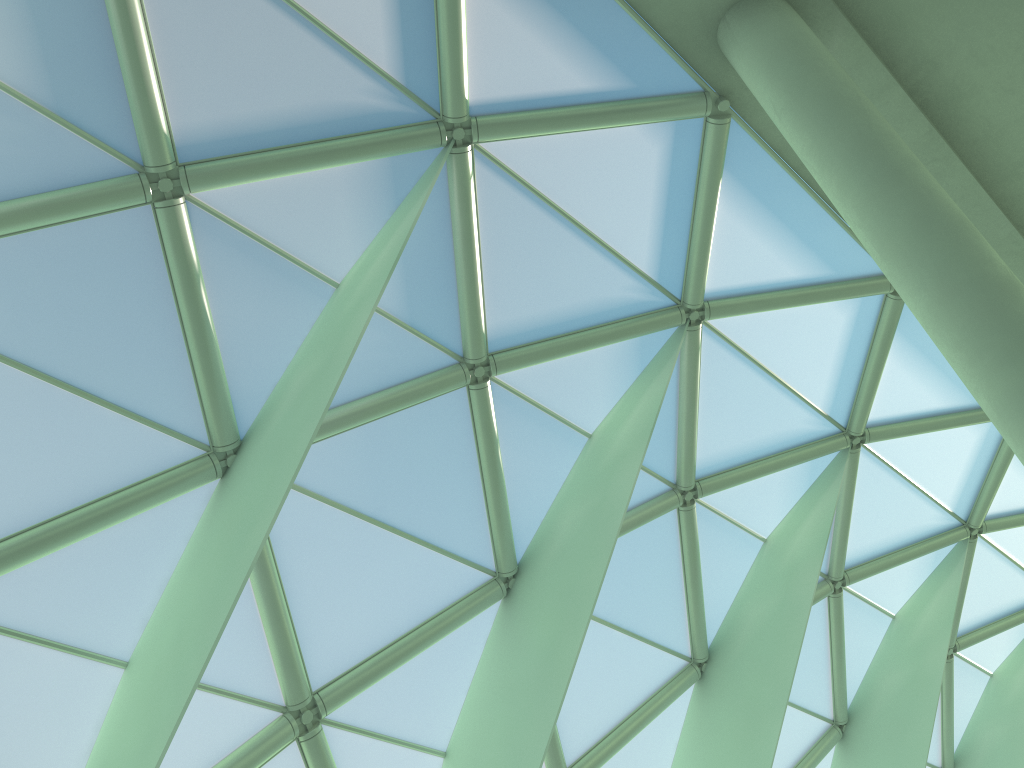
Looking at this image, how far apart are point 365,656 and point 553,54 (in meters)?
9.56
